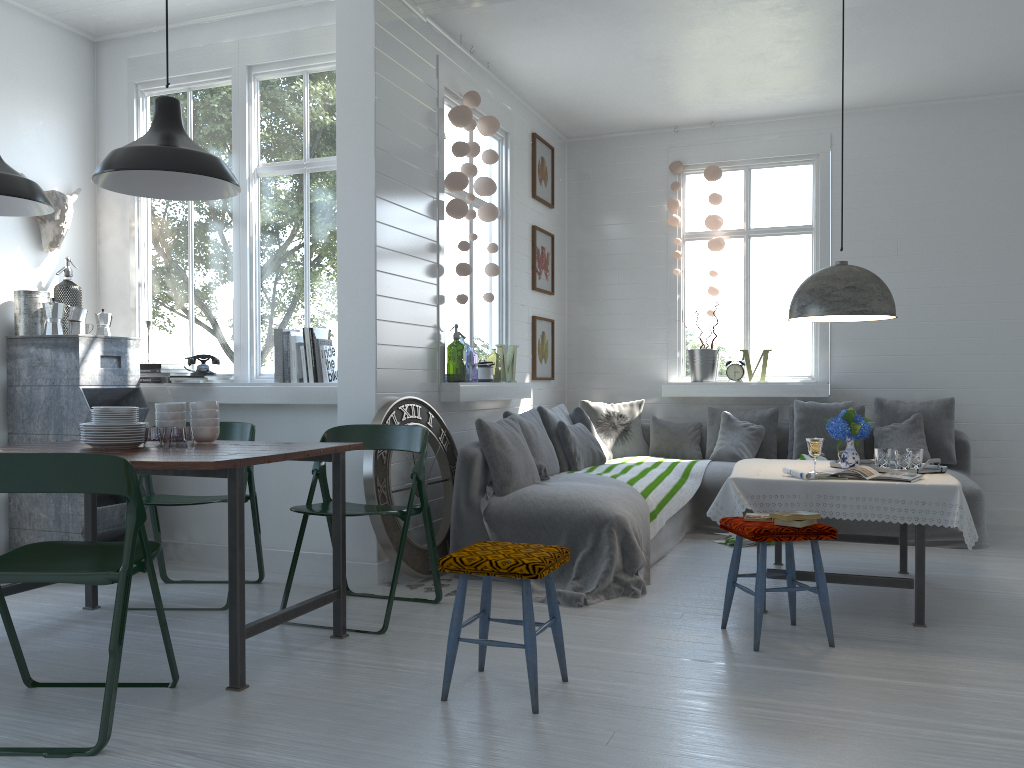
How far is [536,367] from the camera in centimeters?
803cm

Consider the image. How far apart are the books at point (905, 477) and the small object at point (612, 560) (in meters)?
1.23

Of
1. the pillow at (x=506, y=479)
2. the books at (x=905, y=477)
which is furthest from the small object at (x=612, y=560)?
the books at (x=905, y=477)

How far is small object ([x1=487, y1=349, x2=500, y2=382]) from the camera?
14.55m

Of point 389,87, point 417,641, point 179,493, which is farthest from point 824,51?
point 179,493

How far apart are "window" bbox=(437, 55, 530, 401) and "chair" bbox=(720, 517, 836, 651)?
2.33m

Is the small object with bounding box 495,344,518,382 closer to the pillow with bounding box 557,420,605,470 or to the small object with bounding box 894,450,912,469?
the pillow with bounding box 557,420,605,470

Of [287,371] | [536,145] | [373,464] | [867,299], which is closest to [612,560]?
[373,464]

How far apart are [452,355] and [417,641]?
6.2 meters

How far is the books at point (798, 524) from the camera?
4.0m
